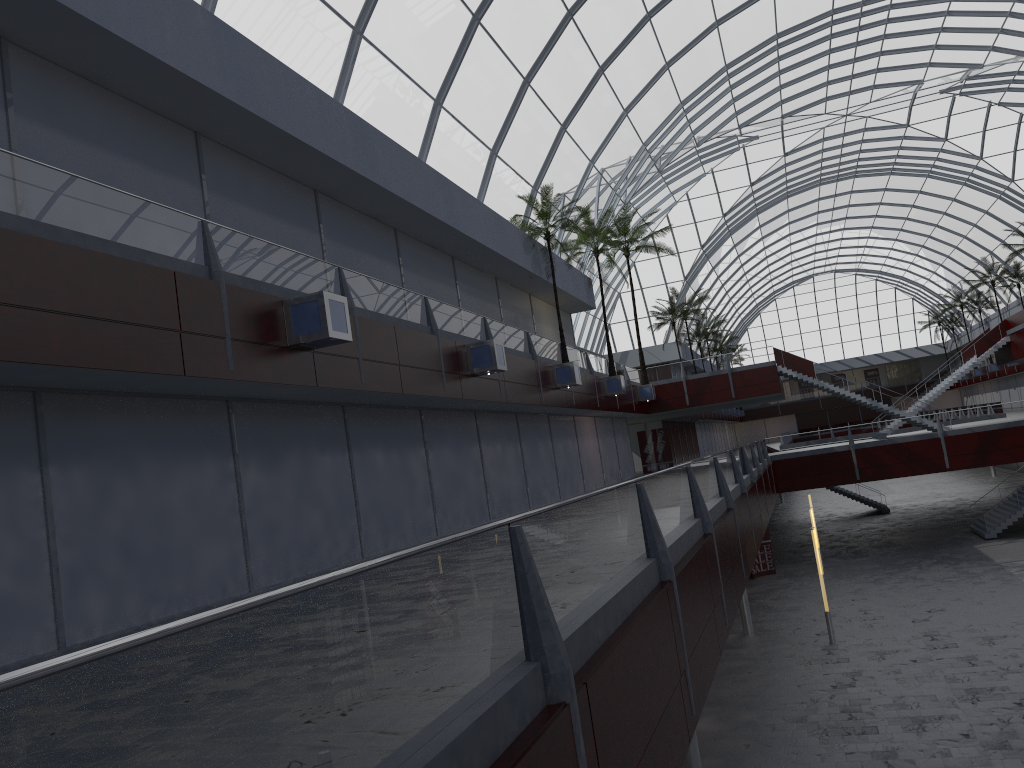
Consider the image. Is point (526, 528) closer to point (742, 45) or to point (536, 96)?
point (536, 96)
